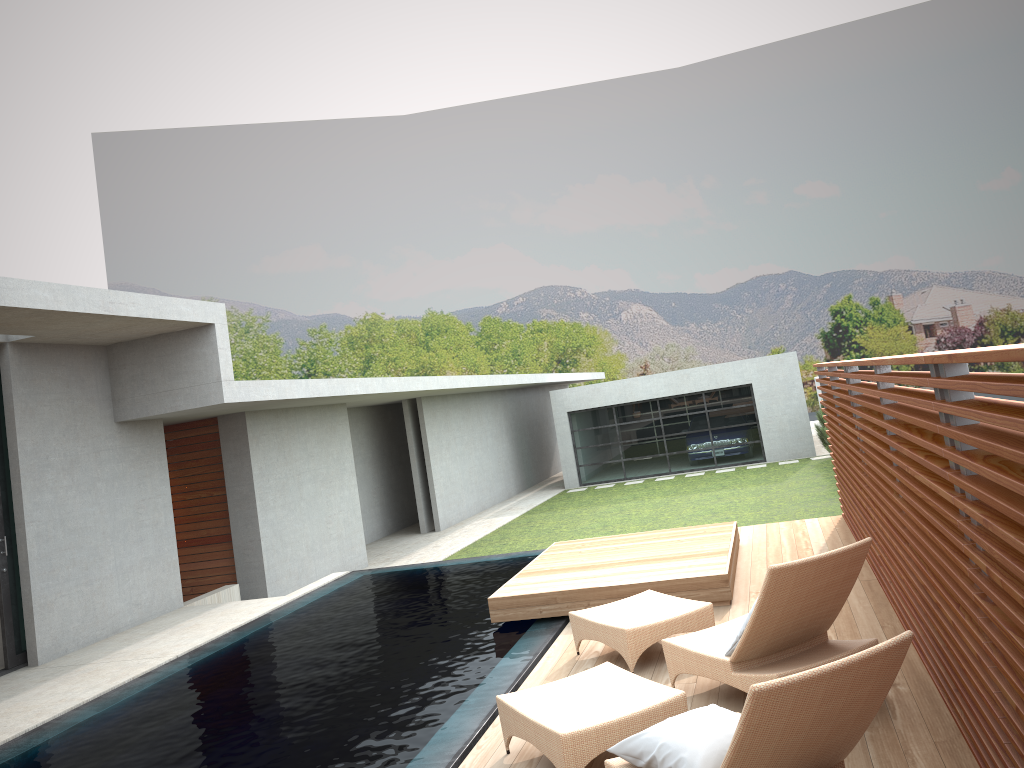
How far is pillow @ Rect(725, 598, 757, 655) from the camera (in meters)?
4.87

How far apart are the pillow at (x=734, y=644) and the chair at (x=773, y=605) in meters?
0.1 m

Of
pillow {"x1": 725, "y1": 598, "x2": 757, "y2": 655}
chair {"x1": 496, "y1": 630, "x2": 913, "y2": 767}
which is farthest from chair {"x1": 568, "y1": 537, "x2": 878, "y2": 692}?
chair {"x1": 496, "y1": 630, "x2": 913, "y2": 767}

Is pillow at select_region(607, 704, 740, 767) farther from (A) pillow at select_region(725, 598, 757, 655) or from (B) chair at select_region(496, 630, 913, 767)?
(A) pillow at select_region(725, 598, 757, 655)

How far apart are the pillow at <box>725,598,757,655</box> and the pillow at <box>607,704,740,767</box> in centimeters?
114cm

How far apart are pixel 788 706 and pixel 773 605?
1.7m

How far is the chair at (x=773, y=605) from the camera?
4.6 meters

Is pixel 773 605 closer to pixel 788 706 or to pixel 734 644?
pixel 734 644

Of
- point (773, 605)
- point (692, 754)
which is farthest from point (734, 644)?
point (692, 754)

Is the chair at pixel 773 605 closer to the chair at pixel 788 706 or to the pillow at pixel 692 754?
the chair at pixel 788 706
